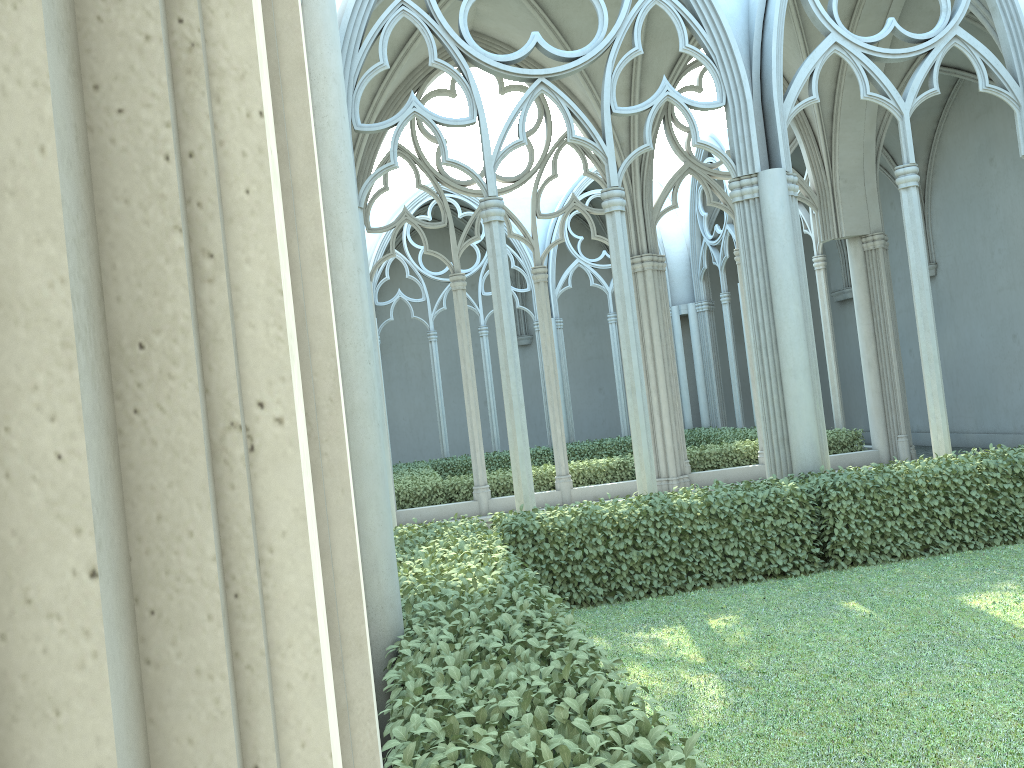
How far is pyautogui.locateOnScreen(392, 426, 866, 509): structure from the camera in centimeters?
1384cm

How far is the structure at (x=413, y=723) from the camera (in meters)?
2.74

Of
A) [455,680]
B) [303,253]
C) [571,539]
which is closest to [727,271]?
[571,539]

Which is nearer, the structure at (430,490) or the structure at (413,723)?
the structure at (413,723)

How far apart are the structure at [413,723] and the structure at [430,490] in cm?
525

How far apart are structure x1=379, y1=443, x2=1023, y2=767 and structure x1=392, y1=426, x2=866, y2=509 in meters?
5.2

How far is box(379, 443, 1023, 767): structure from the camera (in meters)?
2.74

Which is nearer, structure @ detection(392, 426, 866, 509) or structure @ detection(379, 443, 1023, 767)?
structure @ detection(379, 443, 1023, 767)
